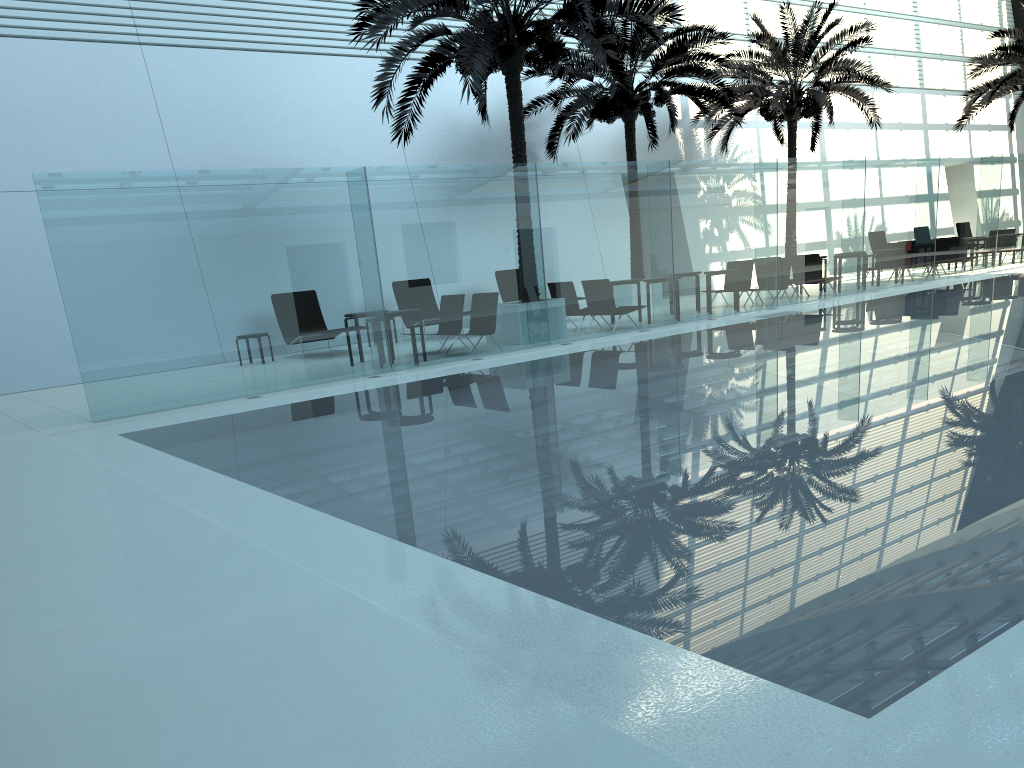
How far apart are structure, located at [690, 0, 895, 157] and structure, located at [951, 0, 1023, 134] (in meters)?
3.48

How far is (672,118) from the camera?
18.9 meters

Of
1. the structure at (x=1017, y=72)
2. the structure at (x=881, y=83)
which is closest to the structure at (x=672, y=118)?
the structure at (x=881, y=83)

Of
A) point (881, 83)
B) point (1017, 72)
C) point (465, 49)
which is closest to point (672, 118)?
point (881, 83)

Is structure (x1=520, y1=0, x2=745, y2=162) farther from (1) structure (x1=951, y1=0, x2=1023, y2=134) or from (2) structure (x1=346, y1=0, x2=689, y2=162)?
(1) structure (x1=951, y1=0, x2=1023, y2=134)

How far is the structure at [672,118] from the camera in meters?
18.9

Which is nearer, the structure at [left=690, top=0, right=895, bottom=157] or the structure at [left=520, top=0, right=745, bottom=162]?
the structure at [left=520, top=0, right=745, bottom=162]

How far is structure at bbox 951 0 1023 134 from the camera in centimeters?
2459cm

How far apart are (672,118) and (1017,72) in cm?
1254

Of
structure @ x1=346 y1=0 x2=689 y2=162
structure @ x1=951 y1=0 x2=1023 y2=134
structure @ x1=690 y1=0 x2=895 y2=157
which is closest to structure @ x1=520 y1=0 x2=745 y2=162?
structure @ x1=690 y1=0 x2=895 y2=157
